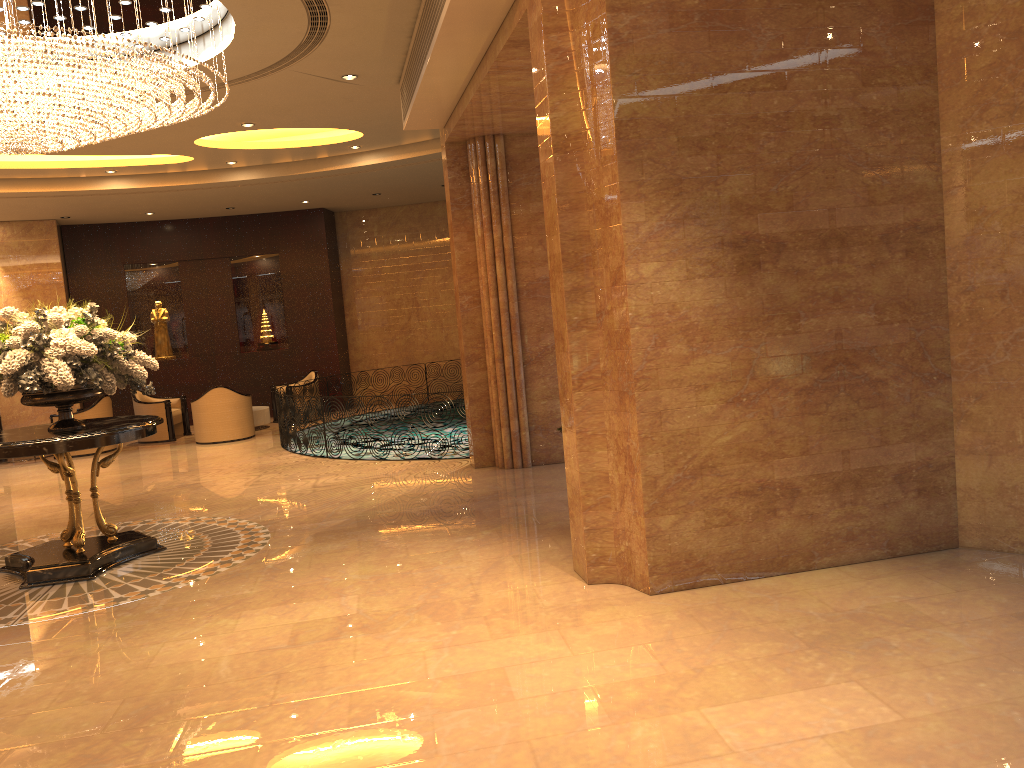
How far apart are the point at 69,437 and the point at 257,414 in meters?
9.1

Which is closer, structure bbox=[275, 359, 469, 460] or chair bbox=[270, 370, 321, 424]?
structure bbox=[275, 359, 469, 460]

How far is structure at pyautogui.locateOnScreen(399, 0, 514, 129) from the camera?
5.9m

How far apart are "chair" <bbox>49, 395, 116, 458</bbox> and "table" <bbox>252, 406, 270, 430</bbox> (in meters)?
2.32

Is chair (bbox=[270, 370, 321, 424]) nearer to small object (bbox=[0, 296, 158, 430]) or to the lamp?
the lamp

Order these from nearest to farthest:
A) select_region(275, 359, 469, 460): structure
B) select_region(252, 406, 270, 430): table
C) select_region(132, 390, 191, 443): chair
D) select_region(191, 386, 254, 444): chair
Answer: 1. select_region(275, 359, 469, 460): structure
2. select_region(191, 386, 254, 444): chair
3. select_region(132, 390, 191, 443): chair
4. select_region(252, 406, 270, 430): table

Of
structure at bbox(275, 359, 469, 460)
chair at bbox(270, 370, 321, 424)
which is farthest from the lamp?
chair at bbox(270, 370, 321, 424)

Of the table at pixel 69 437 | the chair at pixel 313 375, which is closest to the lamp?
the table at pixel 69 437

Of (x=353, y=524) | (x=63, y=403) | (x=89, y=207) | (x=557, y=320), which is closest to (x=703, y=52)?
(x=557, y=320)

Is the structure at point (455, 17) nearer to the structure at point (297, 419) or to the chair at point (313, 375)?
the structure at point (297, 419)
